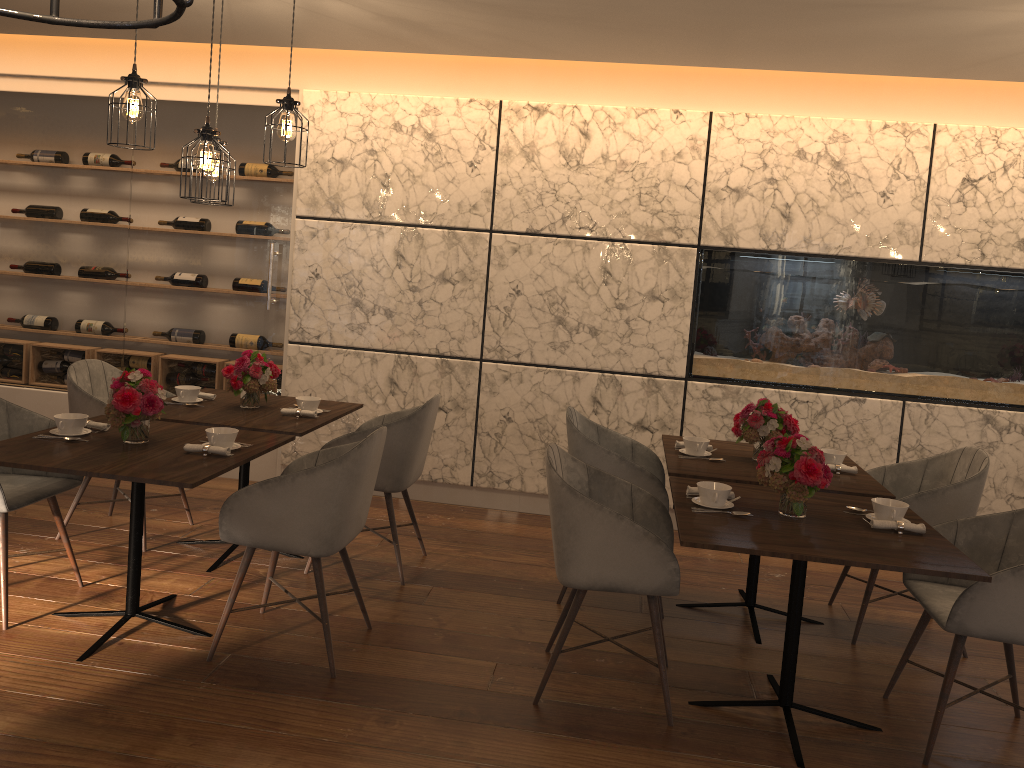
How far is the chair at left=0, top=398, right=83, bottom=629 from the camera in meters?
3.4 m

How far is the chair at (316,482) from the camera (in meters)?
3.13

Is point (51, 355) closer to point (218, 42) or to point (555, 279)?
point (218, 42)

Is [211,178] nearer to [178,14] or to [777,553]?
[777,553]

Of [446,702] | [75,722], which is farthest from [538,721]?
[75,722]

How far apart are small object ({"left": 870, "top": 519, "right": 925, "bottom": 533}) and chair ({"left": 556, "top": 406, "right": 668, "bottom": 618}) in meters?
1.1

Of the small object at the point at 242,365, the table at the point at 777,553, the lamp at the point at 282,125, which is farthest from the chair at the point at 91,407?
the table at the point at 777,553

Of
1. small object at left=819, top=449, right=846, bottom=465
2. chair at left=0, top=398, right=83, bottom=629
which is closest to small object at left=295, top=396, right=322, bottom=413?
chair at left=0, top=398, right=83, bottom=629

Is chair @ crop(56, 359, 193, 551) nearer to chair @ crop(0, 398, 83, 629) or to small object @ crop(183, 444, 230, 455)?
chair @ crop(0, 398, 83, 629)

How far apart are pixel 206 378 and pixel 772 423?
3.6m
